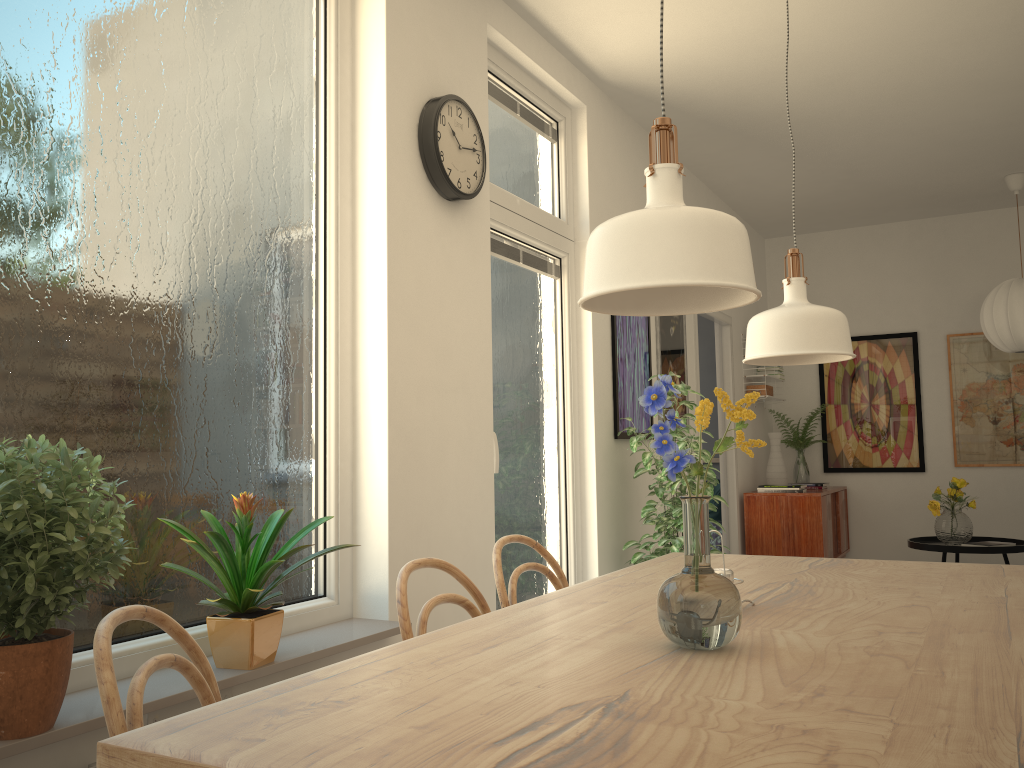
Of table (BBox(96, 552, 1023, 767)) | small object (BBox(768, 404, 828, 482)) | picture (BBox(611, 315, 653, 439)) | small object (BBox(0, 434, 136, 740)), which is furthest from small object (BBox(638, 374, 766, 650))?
small object (BBox(768, 404, 828, 482))

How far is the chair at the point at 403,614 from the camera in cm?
162

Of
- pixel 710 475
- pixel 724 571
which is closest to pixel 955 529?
pixel 710 475

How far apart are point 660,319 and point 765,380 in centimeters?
199cm

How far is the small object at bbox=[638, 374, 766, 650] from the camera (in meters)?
1.20

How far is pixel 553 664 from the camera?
1.2 meters

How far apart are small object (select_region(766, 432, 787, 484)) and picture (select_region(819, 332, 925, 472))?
0.9m

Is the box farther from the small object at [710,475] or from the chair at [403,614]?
the chair at [403,614]

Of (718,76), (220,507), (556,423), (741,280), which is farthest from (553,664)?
(718,76)

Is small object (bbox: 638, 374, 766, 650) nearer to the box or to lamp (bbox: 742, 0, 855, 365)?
lamp (bbox: 742, 0, 855, 365)
